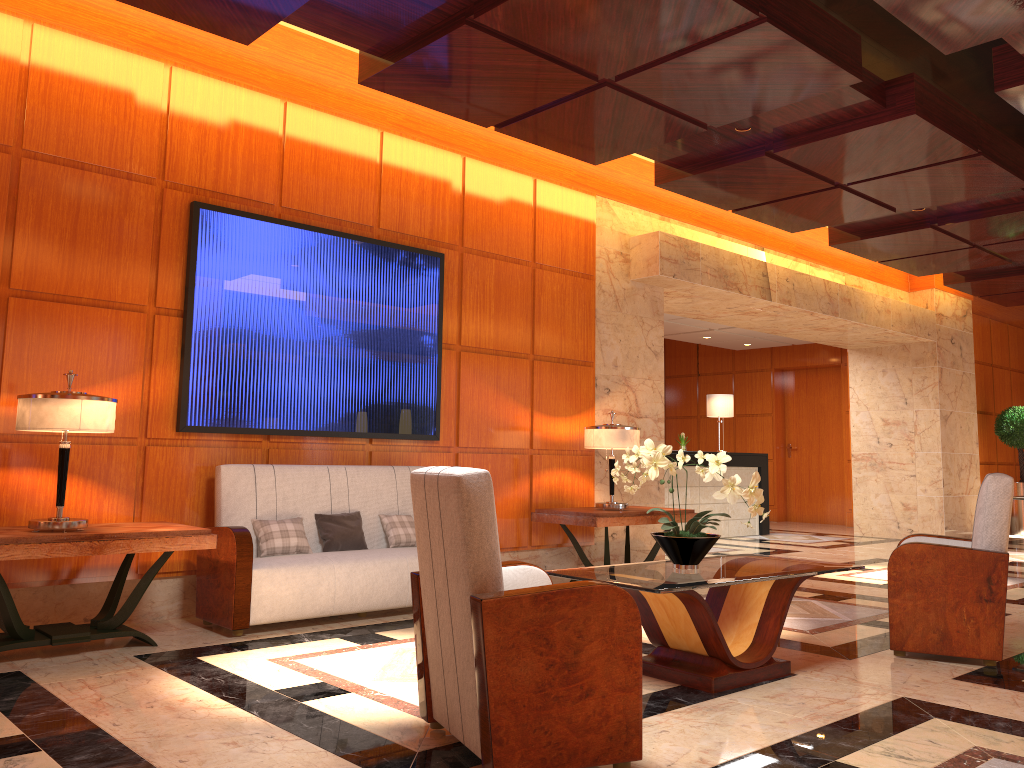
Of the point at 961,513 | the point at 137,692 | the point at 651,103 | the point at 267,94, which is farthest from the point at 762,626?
the point at 961,513

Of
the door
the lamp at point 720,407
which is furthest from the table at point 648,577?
the door

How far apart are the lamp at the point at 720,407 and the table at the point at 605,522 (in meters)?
5.24

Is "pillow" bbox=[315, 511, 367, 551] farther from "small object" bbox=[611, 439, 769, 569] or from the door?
the door

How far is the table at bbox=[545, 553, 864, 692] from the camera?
3.92m

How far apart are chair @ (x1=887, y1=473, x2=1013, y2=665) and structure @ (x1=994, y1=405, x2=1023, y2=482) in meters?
9.7

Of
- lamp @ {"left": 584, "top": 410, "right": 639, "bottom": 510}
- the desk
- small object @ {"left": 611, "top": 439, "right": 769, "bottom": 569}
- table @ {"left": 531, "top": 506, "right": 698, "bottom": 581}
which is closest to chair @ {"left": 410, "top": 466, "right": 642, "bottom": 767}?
small object @ {"left": 611, "top": 439, "right": 769, "bottom": 569}

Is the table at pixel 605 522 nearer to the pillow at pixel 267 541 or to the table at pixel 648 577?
the table at pixel 648 577

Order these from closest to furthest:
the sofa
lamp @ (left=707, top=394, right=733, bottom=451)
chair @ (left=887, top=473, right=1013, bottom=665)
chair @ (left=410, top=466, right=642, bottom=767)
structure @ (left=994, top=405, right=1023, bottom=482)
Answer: chair @ (left=410, top=466, right=642, bottom=767), chair @ (left=887, top=473, right=1013, bottom=665), the sofa, lamp @ (left=707, top=394, right=733, bottom=451), structure @ (left=994, top=405, right=1023, bottom=482)

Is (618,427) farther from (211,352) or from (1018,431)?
(1018,431)
